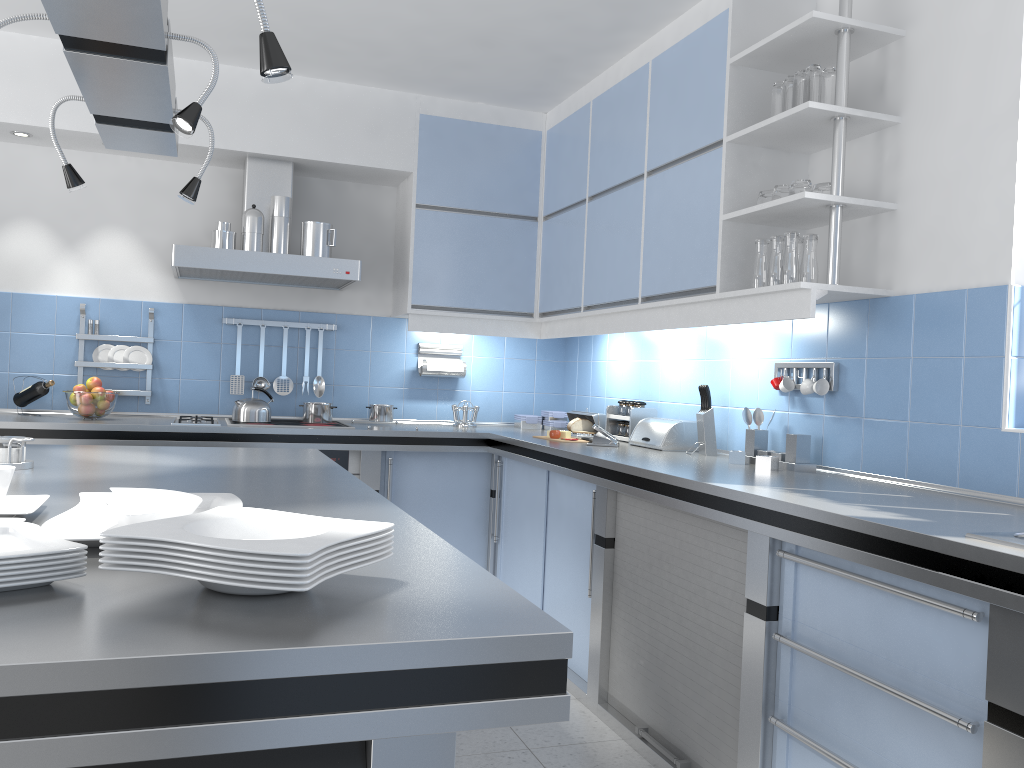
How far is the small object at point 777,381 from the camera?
3.3m

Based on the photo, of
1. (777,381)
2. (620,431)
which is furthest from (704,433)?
(620,431)

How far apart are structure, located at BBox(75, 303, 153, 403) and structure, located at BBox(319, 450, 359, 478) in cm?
103

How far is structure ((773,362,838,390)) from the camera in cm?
307

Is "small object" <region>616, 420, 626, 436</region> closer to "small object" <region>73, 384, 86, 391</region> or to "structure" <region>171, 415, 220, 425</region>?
"structure" <region>171, 415, 220, 425</region>

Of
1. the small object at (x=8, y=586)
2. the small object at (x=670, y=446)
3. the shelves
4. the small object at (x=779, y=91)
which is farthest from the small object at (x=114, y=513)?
the small object at (x=670, y=446)

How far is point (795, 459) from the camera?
3.1m

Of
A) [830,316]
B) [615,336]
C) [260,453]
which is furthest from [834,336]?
[260,453]

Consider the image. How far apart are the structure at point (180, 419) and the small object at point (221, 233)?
0.8m

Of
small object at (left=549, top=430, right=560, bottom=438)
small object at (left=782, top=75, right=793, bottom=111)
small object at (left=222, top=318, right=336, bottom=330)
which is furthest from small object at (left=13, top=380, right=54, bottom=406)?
small object at (left=782, top=75, right=793, bottom=111)
